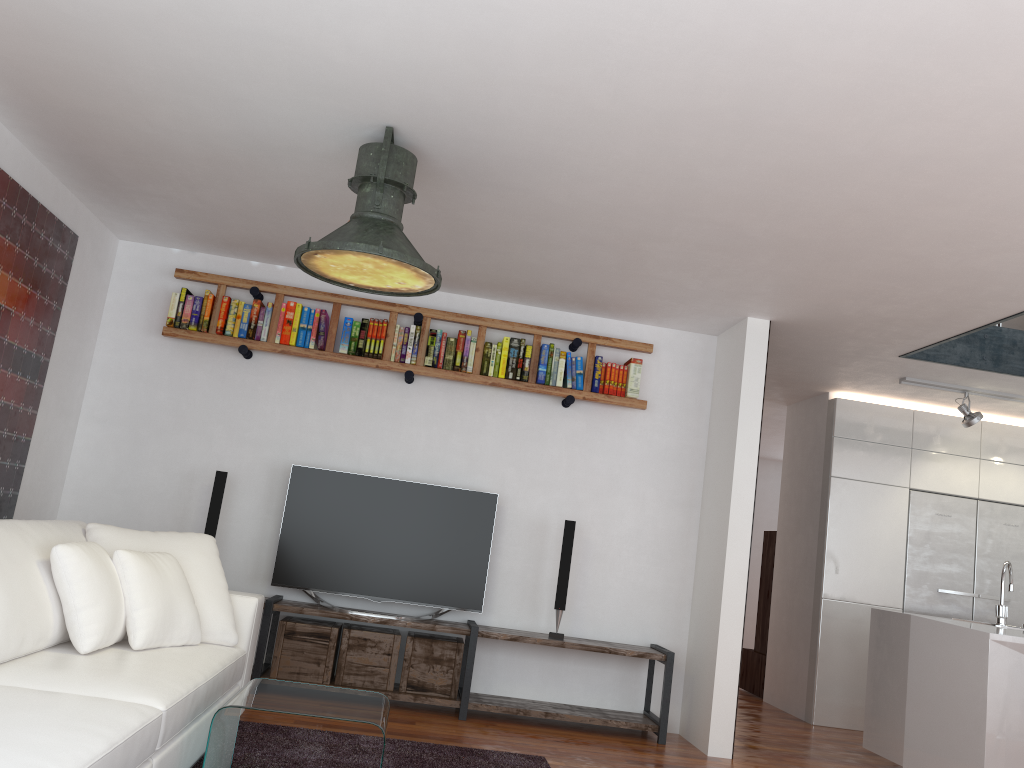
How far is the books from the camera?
5.3m

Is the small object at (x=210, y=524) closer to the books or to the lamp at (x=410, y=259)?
the books

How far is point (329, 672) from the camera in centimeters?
491cm

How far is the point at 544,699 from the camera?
5.3m

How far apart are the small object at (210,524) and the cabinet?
4.4 meters

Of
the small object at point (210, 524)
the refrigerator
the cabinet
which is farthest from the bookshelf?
the refrigerator

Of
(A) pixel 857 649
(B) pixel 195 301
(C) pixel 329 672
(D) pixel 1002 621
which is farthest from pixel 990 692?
(B) pixel 195 301

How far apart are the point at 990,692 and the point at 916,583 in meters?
2.1 m

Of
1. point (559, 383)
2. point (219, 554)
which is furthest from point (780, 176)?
point (219, 554)

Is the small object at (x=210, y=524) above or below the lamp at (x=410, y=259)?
below
